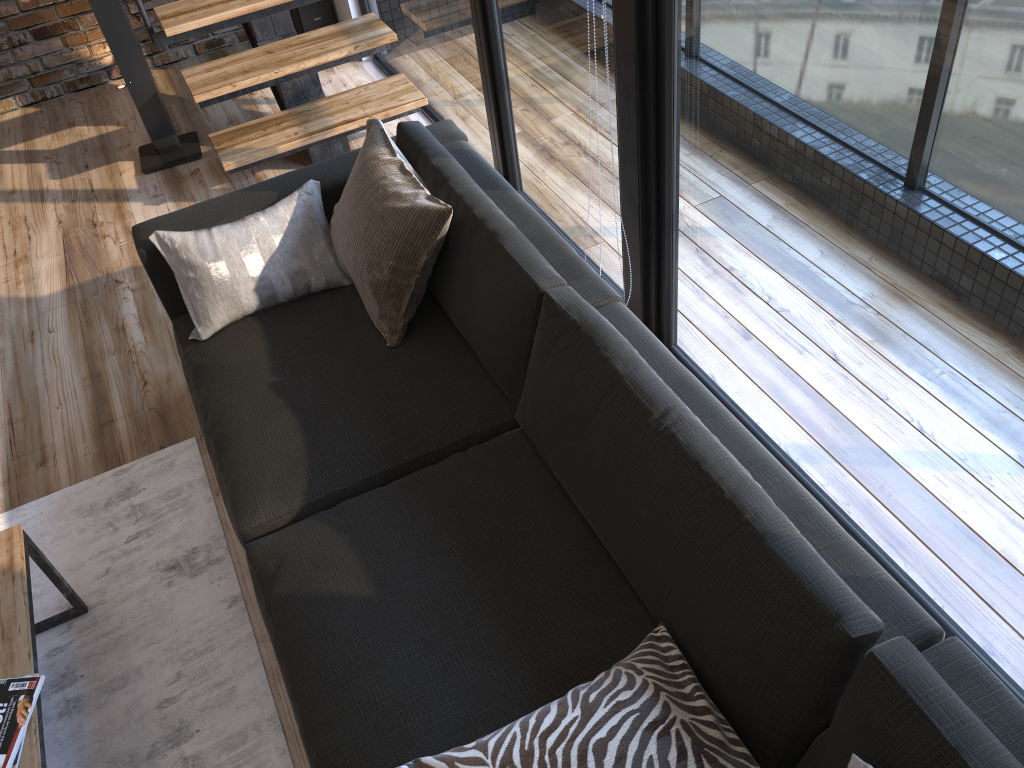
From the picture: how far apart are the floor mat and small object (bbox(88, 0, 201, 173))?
1.8m

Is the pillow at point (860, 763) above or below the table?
above

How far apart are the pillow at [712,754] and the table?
0.7 meters

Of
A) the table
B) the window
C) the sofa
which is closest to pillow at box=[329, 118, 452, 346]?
the sofa

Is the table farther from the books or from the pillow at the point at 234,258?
the pillow at the point at 234,258

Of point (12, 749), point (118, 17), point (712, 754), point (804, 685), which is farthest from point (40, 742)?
point (118, 17)

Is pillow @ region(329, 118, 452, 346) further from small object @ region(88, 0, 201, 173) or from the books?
small object @ region(88, 0, 201, 173)

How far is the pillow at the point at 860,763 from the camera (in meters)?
1.14

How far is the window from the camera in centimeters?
143cm

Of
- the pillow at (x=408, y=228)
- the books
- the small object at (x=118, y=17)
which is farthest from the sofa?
the small object at (x=118, y=17)
